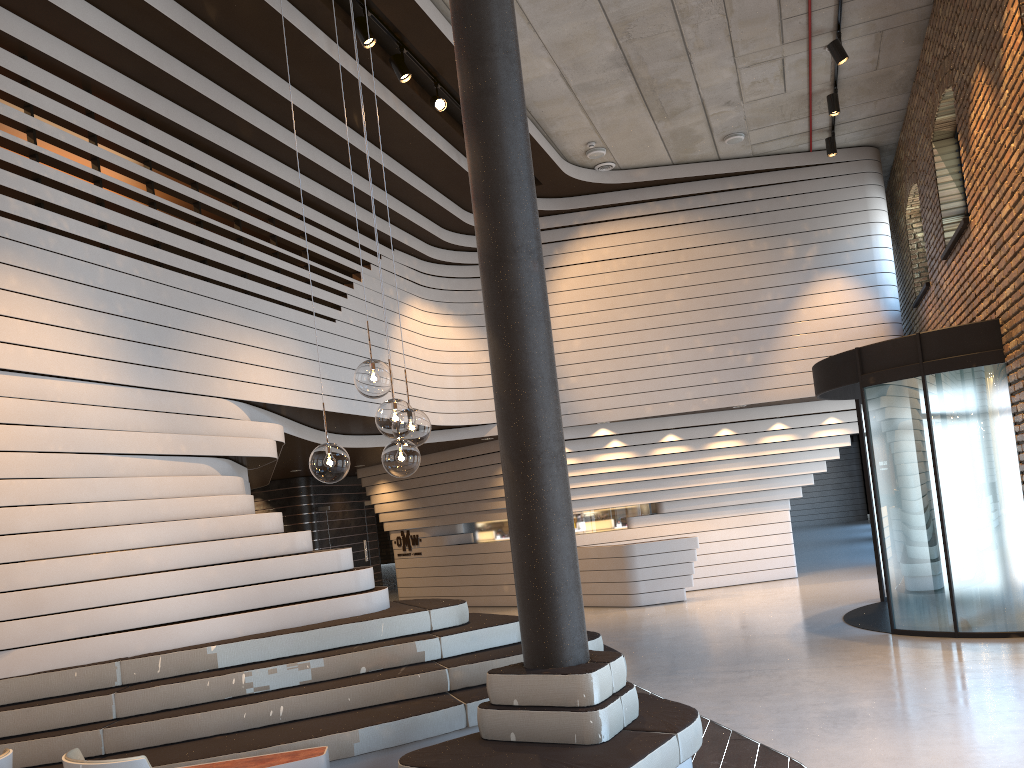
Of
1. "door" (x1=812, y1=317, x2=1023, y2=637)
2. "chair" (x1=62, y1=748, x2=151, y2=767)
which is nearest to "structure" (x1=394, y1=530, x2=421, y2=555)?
"door" (x1=812, y1=317, x2=1023, y2=637)

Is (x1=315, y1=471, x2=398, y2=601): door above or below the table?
above

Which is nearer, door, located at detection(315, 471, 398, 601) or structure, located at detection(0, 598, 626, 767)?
structure, located at detection(0, 598, 626, 767)

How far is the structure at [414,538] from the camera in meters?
16.0 m

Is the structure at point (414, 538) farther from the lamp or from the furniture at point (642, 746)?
the lamp

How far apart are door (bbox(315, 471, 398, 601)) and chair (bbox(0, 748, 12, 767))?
12.9 meters

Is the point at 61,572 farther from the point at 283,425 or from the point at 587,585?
the point at 587,585

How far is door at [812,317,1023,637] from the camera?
7.7 meters

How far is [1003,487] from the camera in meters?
7.7 m

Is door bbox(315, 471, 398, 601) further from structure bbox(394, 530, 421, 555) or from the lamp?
the lamp
